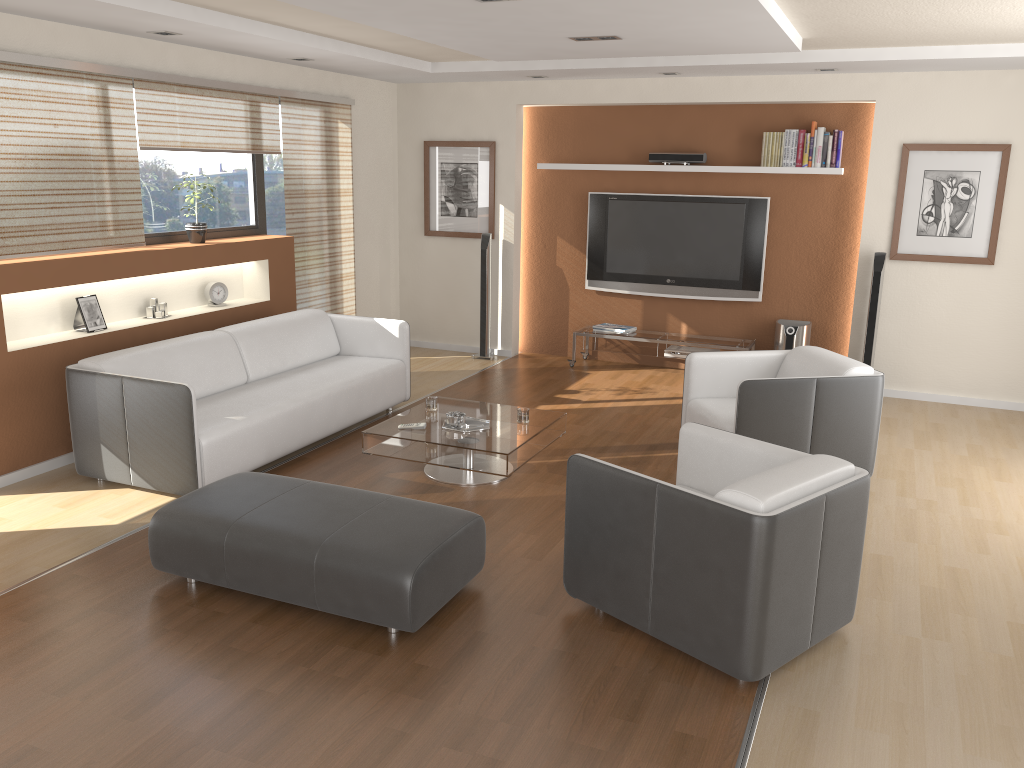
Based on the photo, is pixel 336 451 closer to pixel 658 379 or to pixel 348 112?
pixel 658 379

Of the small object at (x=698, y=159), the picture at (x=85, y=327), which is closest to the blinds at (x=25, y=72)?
the picture at (x=85, y=327)

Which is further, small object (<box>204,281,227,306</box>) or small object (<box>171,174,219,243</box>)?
small object (<box>204,281,227,306</box>)

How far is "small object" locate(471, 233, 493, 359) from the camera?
8.1 meters

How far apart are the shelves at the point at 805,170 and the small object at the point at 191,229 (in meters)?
3.90

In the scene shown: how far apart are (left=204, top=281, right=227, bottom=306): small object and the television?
3.3 meters

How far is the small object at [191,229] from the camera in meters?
6.2 m

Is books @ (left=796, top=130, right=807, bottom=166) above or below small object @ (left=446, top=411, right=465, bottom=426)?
above

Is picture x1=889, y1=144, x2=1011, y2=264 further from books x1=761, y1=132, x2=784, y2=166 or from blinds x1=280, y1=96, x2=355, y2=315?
blinds x1=280, y1=96, x2=355, y2=315

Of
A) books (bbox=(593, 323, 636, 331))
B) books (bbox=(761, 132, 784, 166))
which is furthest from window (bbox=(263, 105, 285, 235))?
books (bbox=(761, 132, 784, 166))
